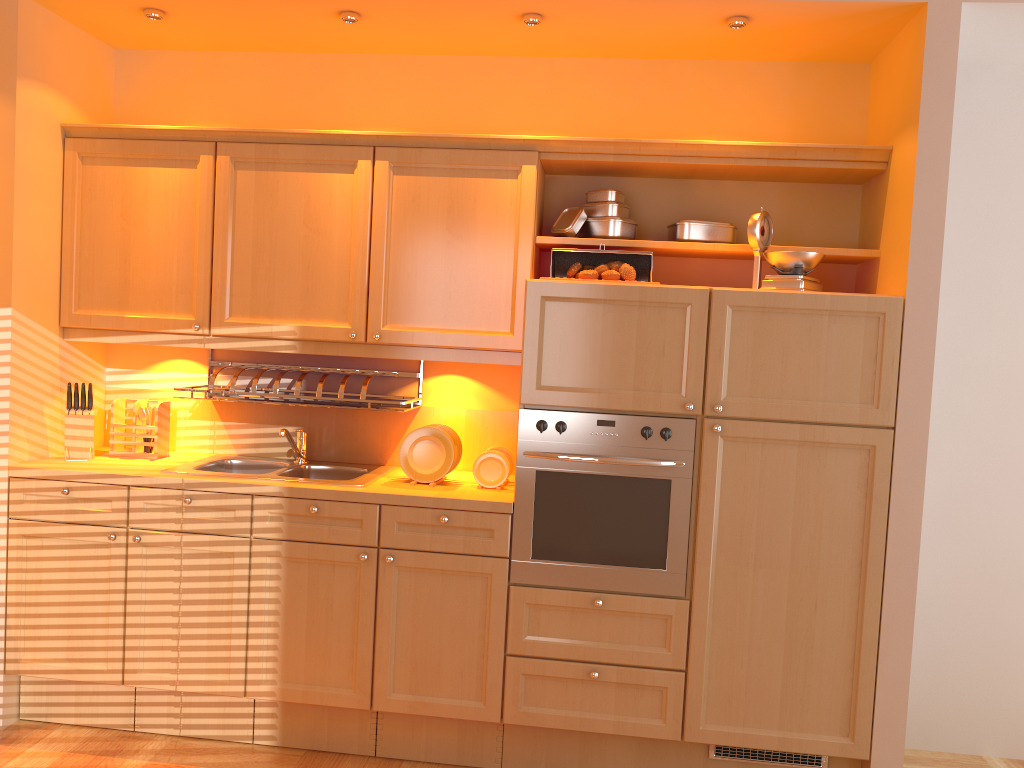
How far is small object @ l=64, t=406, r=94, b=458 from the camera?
3.3 meters

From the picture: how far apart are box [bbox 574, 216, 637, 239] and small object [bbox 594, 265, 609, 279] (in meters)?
0.24

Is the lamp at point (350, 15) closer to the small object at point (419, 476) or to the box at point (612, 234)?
the box at point (612, 234)

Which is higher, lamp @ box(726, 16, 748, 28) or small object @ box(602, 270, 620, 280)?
lamp @ box(726, 16, 748, 28)

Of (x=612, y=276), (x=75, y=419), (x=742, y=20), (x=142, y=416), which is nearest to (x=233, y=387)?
(x=142, y=416)

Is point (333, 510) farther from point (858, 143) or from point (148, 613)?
point (858, 143)

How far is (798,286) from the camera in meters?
2.9 m

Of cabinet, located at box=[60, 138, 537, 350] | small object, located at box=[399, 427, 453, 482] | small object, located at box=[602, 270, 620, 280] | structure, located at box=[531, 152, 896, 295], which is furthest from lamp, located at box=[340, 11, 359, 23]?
small object, located at box=[399, 427, 453, 482]

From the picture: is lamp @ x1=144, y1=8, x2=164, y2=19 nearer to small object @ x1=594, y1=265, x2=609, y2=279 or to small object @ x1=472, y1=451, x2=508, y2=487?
small object @ x1=594, y1=265, x2=609, y2=279

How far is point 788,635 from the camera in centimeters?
287cm
